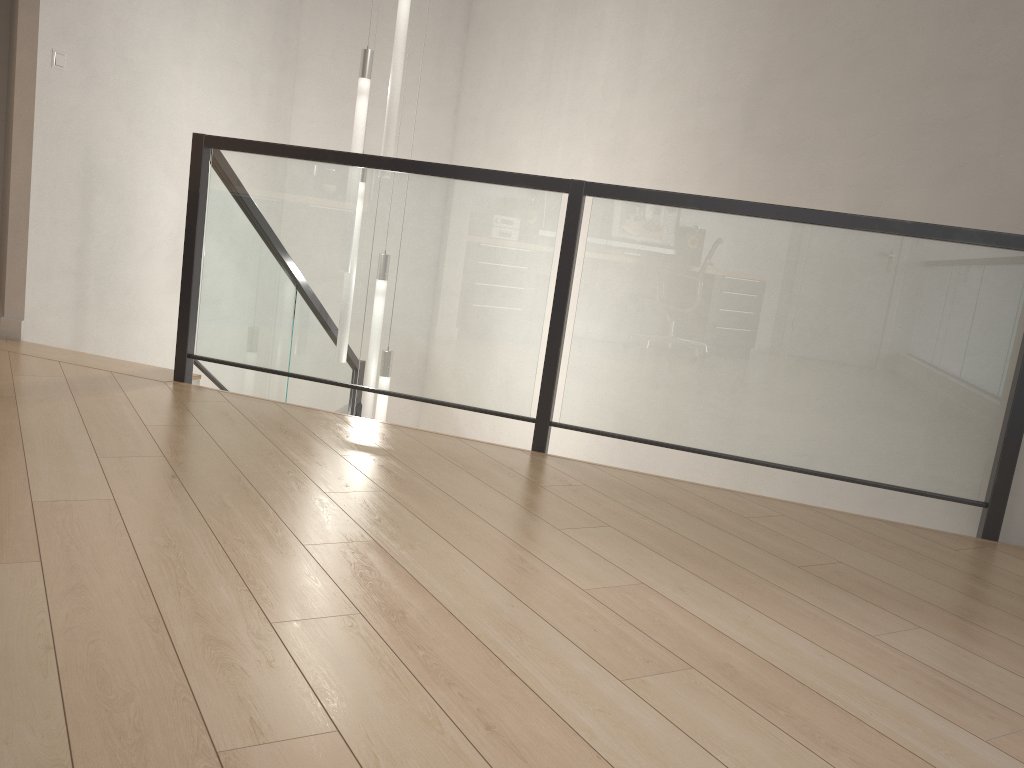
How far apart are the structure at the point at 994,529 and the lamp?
0.3m

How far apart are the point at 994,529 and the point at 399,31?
3.4 meters

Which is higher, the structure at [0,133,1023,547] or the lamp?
Answer: the lamp

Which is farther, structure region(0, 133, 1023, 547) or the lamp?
the lamp

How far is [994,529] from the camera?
2.95m

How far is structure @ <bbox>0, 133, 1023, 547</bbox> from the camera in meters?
3.0 m

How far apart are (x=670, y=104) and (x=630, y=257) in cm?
175

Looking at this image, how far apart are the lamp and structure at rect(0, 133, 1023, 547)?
0.3m
